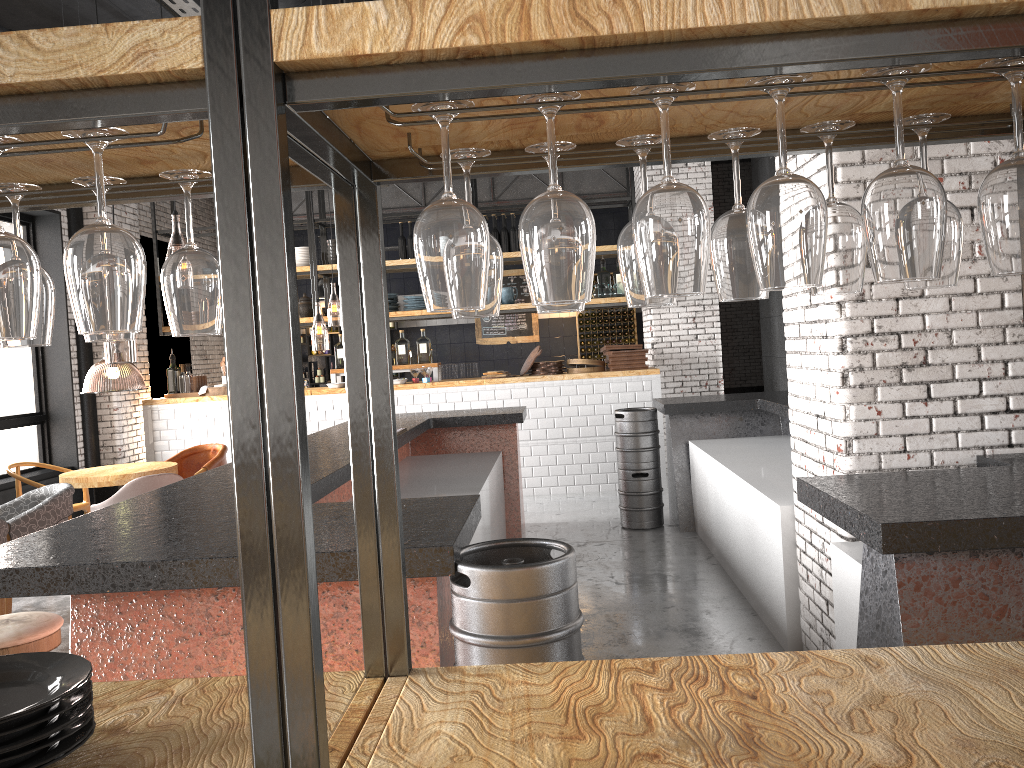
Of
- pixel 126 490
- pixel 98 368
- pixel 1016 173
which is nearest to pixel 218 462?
pixel 126 490

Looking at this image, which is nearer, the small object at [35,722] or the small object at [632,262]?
the small object at [35,722]

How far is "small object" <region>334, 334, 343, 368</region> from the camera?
10.3 meters

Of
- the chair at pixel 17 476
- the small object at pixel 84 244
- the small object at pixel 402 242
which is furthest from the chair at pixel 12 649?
the small object at pixel 402 242

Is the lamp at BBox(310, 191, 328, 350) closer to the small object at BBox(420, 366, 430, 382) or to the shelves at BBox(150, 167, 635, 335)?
the shelves at BBox(150, 167, 635, 335)

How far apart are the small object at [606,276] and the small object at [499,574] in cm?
791

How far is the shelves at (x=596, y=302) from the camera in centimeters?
1020cm

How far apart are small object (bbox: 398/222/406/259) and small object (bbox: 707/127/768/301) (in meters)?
9.29

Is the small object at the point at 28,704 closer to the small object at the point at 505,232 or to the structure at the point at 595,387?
the structure at the point at 595,387

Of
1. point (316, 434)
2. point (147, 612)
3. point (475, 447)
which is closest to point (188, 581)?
point (147, 612)
